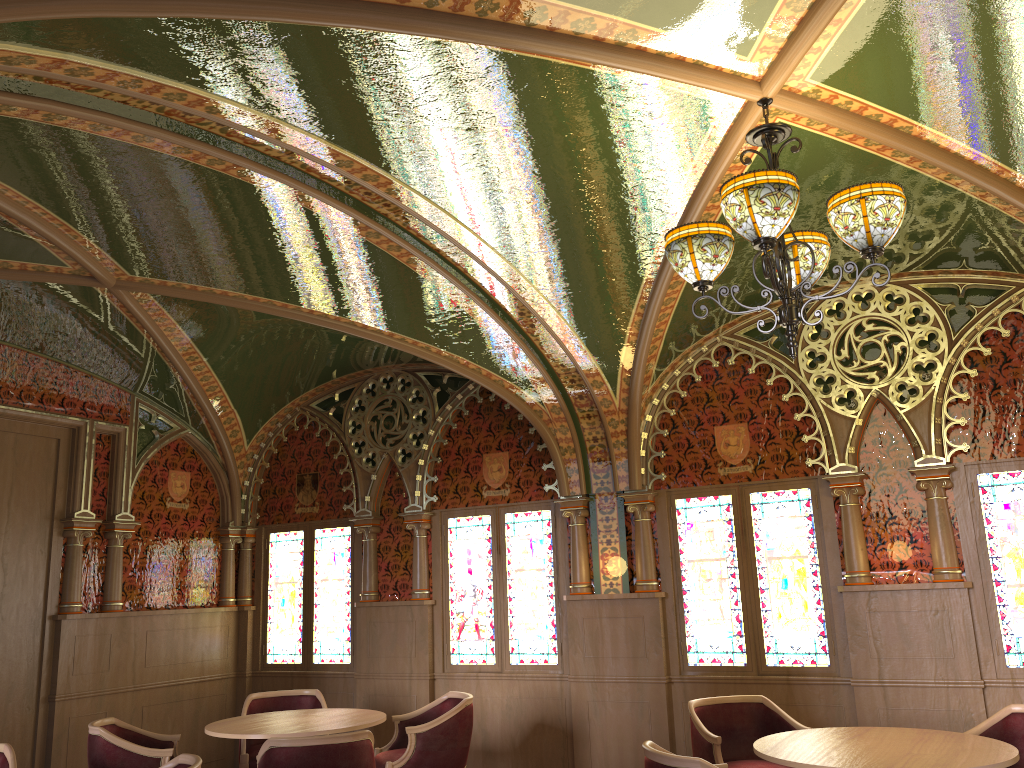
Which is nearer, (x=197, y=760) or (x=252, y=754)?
(x=197, y=760)

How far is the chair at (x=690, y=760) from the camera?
3.6 meters

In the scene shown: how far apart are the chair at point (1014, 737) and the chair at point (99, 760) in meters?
4.5

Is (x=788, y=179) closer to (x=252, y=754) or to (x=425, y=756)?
(x=425, y=756)

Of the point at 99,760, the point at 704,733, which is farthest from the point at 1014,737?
the point at 99,760

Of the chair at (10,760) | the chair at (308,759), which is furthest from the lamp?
the chair at (10,760)

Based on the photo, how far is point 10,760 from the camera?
4.6m

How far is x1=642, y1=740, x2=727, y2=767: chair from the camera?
3.60m

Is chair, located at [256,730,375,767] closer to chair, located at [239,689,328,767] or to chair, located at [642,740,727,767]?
chair, located at [642,740,727,767]

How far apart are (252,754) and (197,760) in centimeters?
245cm
